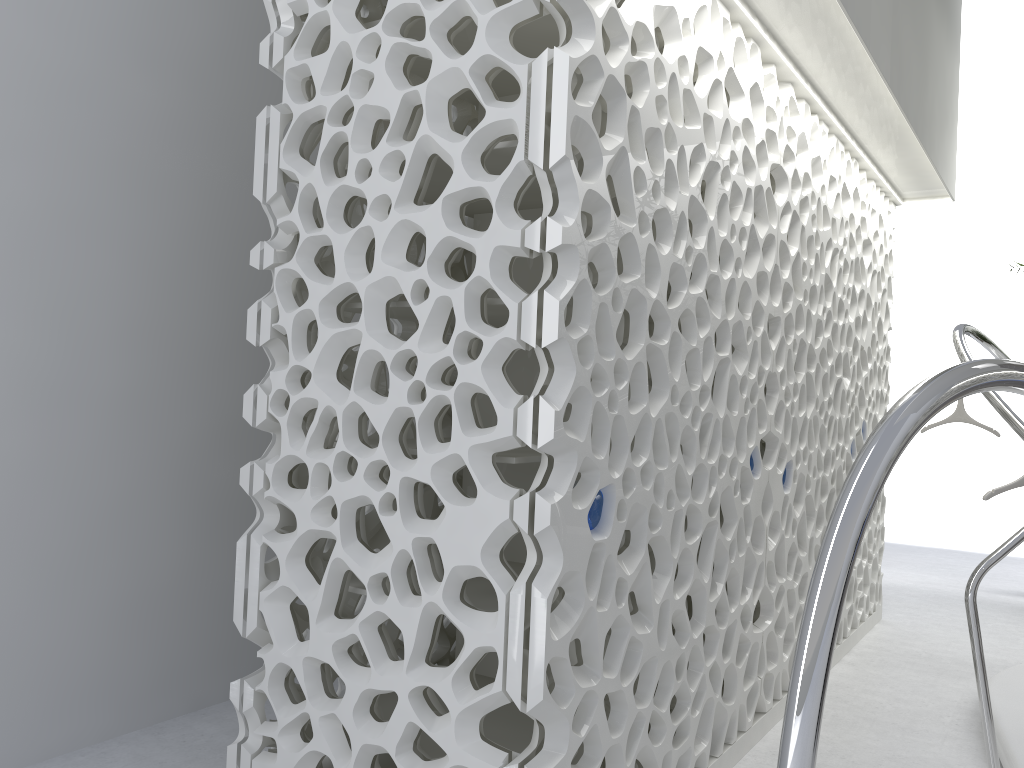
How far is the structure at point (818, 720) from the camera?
1.4m

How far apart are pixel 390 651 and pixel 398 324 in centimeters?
147cm

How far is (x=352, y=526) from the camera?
2.9 meters

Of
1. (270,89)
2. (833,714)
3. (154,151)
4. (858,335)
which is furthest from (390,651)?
(858,335)

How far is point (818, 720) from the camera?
1.4 meters

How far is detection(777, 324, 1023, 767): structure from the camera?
1.44m
